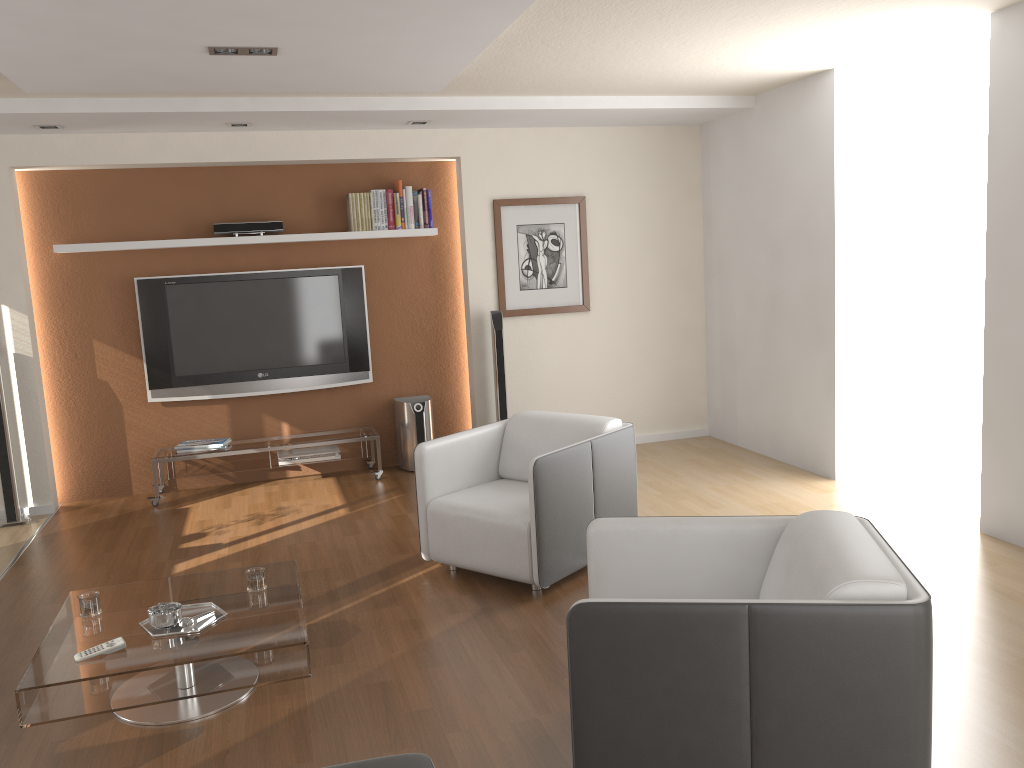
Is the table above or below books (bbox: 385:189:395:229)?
below

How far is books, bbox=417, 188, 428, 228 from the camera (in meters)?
6.57

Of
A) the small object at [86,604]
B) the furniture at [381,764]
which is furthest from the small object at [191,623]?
the furniture at [381,764]

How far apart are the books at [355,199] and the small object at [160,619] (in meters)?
3.74

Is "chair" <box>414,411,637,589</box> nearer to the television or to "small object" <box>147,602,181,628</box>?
"small object" <box>147,602,181,628</box>

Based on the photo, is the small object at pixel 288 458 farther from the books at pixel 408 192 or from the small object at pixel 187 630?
the small object at pixel 187 630

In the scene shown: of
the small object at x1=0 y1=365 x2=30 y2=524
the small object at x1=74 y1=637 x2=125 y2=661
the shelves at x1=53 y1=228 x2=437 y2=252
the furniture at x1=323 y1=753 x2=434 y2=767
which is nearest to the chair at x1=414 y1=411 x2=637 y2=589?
the small object at x1=74 y1=637 x2=125 y2=661

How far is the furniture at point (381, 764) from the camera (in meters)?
2.18

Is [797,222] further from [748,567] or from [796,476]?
[748,567]

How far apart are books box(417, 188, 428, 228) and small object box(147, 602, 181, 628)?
4.03m
